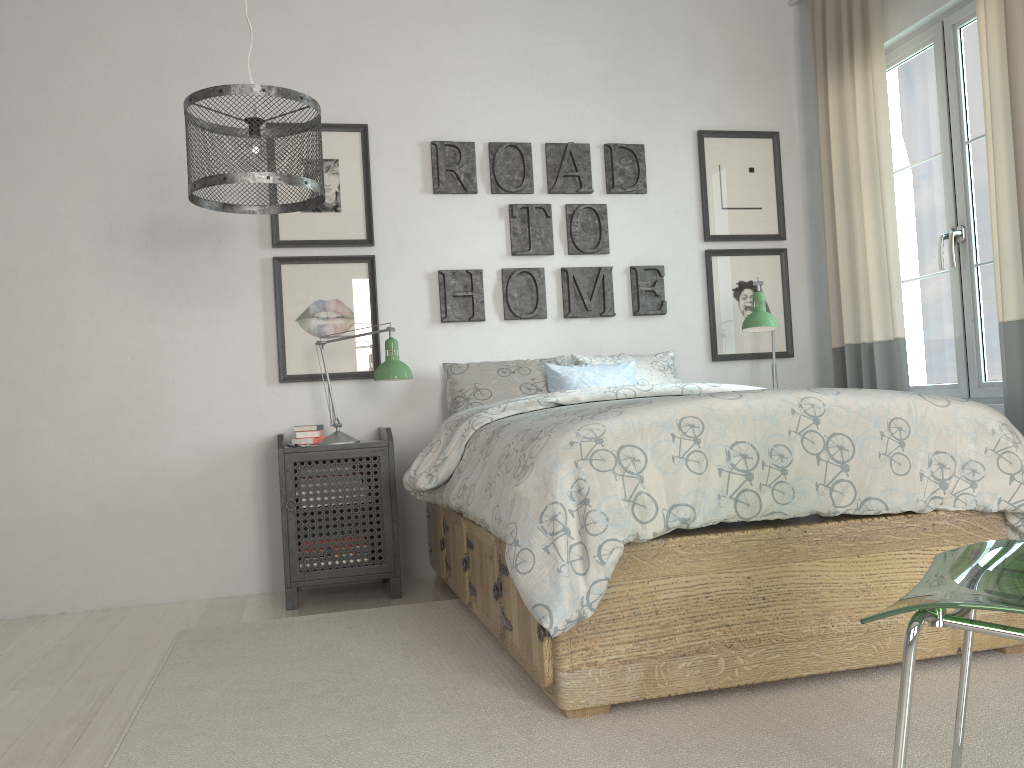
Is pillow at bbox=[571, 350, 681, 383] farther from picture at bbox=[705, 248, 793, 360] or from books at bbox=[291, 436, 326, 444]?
books at bbox=[291, 436, 326, 444]

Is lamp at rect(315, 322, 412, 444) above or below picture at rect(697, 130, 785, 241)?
below

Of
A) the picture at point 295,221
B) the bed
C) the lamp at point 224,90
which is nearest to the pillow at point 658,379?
the bed

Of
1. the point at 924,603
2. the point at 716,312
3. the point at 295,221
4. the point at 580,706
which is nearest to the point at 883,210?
the point at 716,312

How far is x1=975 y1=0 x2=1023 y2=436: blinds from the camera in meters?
2.9 m

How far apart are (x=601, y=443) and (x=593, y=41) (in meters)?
2.68

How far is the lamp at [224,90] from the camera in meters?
2.3 m

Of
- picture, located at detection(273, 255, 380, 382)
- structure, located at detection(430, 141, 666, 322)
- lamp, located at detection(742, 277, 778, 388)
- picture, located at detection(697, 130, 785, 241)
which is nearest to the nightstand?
picture, located at detection(273, 255, 380, 382)

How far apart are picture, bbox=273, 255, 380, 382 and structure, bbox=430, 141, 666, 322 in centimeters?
29cm

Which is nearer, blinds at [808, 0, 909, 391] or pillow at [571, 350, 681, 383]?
blinds at [808, 0, 909, 391]
